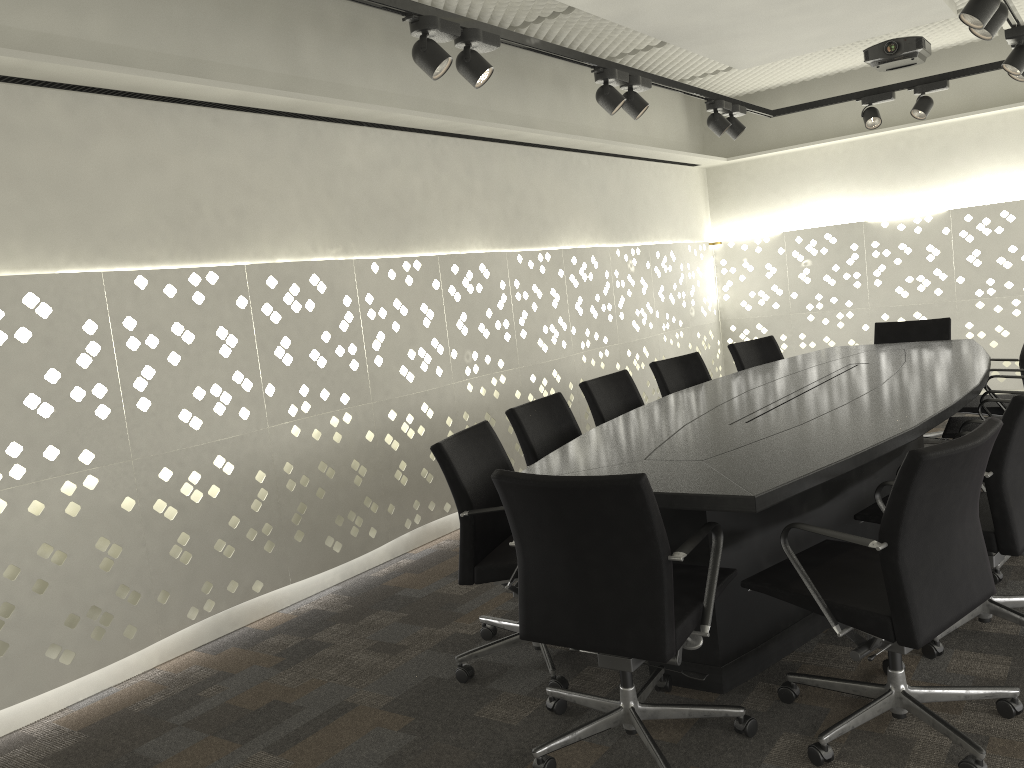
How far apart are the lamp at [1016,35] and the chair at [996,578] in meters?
2.3 m

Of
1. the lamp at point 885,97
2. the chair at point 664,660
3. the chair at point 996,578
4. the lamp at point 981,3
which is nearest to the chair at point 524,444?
the chair at point 664,660

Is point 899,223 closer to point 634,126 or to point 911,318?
point 911,318

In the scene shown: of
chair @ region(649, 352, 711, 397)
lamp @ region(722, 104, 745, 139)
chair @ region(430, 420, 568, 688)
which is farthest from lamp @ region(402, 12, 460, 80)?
lamp @ region(722, 104, 745, 139)

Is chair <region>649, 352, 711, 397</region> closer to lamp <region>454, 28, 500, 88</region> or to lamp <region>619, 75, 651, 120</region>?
lamp <region>619, 75, 651, 120</region>

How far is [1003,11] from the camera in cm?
310

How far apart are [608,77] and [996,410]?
2.4 meters

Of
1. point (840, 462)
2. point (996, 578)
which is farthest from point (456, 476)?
point (996, 578)

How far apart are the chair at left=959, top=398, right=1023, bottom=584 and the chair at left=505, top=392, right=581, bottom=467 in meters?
1.6

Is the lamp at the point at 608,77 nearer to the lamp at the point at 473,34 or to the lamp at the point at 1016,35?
the lamp at the point at 473,34
